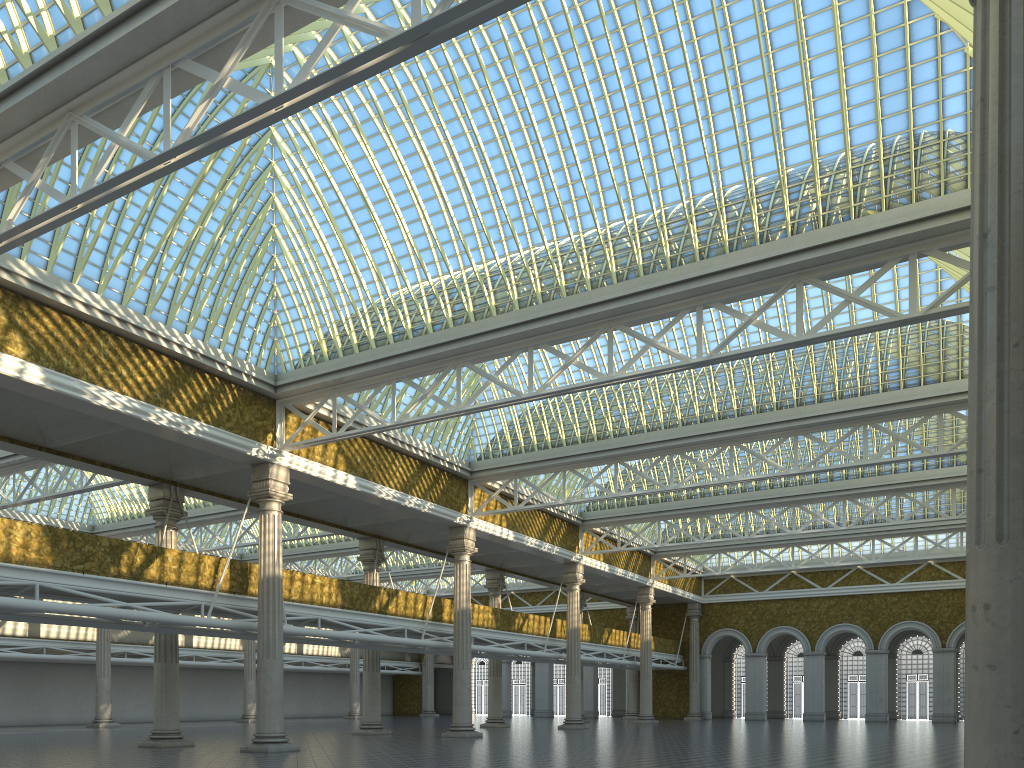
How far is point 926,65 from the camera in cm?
1815
